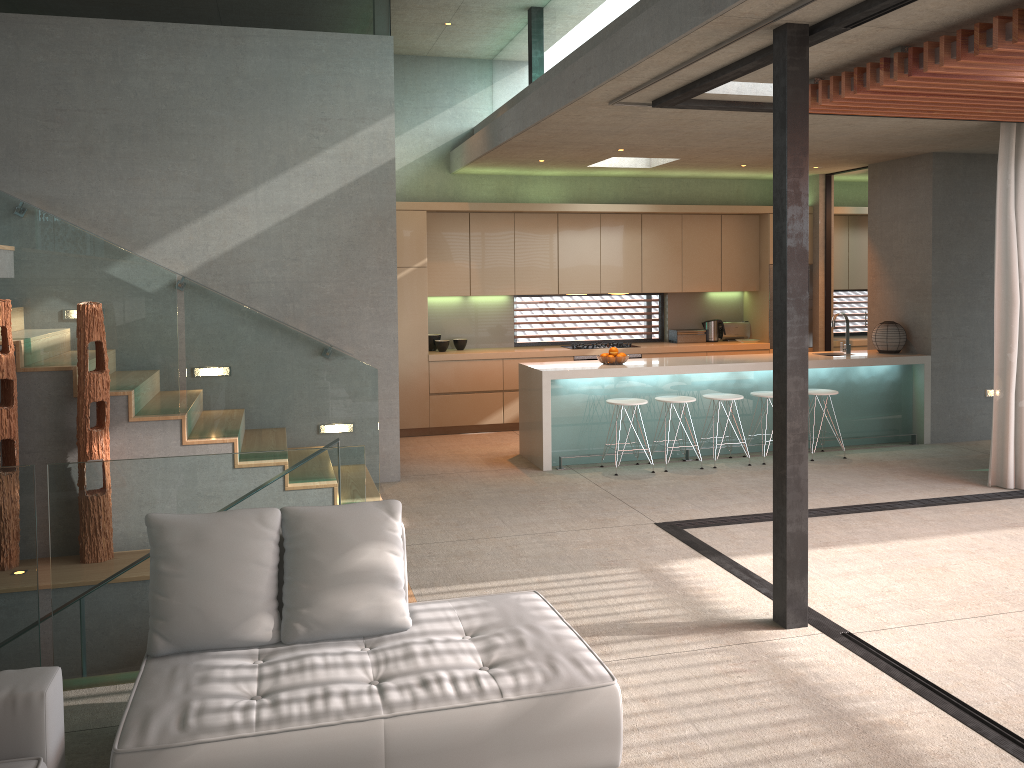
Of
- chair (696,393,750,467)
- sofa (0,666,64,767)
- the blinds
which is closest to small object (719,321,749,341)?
chair (696,393,750,467)

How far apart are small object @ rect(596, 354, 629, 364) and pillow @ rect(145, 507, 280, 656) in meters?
5.3

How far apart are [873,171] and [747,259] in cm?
178

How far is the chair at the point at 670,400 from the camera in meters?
8.1

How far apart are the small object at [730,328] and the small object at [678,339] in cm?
32

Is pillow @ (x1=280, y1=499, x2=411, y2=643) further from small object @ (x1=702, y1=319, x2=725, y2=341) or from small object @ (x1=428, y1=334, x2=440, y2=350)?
small object @ (x1=702, y1=319, x2=725, y2=341)

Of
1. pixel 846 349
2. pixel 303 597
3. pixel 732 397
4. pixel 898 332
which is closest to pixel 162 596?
pixel 303 597

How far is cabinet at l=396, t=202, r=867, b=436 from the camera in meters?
9.7

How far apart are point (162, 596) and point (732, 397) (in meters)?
6.01

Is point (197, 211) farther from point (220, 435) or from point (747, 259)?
point (747, 259)
